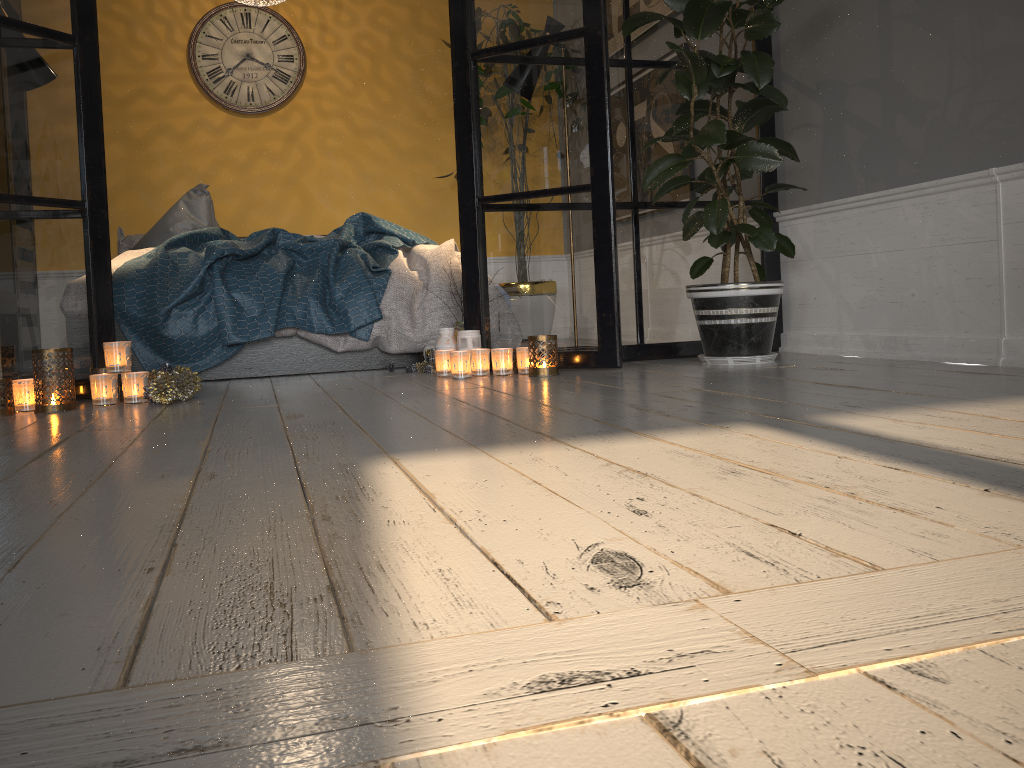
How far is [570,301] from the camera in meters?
3.2 m

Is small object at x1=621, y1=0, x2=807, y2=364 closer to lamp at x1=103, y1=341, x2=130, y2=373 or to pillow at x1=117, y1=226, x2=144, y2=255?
lamp at x1=103, y1=341, x2=130, y2=373

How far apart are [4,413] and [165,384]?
0.45m

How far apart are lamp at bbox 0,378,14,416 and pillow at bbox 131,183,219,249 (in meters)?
2.19

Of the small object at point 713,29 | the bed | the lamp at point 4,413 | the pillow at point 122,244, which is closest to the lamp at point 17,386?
the lamp at point 4,413

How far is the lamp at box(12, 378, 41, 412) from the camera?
2.64m

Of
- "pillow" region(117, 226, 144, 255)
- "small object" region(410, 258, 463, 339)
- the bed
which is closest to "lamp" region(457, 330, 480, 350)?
"small object" region(410, 258, 463, 339)

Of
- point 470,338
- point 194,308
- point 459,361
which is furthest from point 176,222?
point 459,361

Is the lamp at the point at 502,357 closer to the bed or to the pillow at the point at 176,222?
the bed

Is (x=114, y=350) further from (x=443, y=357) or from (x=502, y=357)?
(x=502, y=357)
